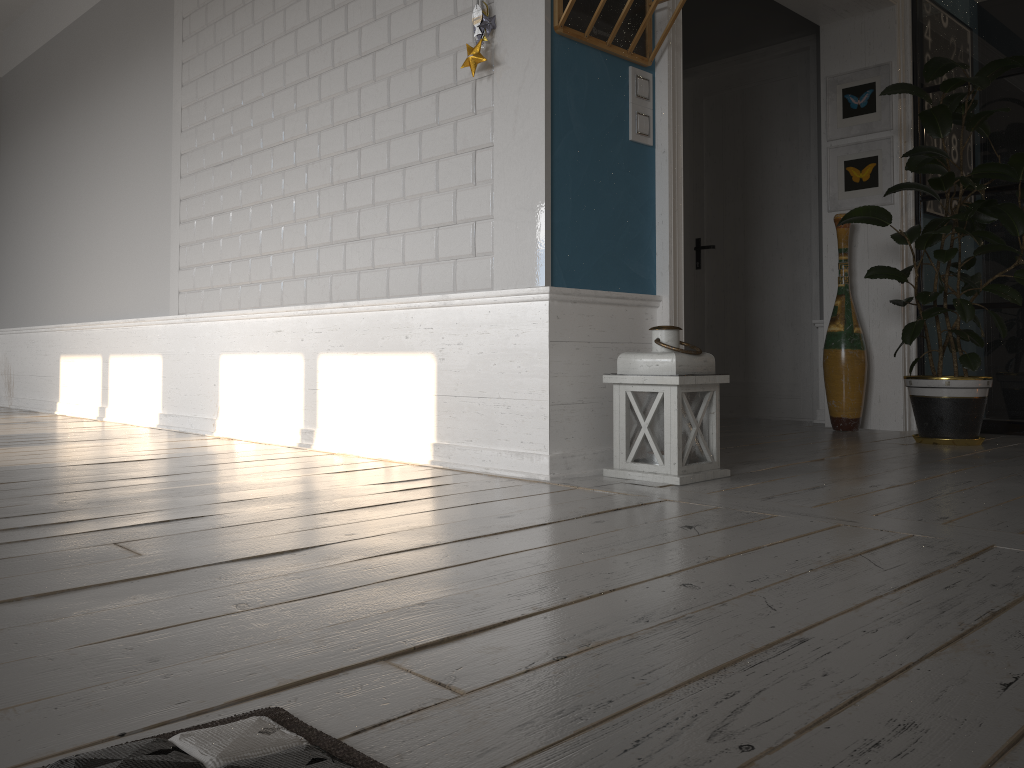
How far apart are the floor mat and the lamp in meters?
1.8 m

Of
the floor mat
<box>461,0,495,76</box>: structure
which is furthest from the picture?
the floor mat

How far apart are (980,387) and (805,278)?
1.7 meters

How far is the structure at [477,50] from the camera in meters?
2.8 m

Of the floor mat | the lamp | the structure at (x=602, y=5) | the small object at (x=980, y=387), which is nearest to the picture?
the small object at (x=980, y=387)

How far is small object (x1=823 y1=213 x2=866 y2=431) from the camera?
4.47m

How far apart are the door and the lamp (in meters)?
2.59

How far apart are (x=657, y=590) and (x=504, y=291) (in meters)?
1.54

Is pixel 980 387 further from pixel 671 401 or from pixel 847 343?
pixel 671 401

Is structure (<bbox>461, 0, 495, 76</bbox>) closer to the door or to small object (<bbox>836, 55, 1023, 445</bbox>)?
small object (<bbox>836, 55, 1023, 445</bbox>)
